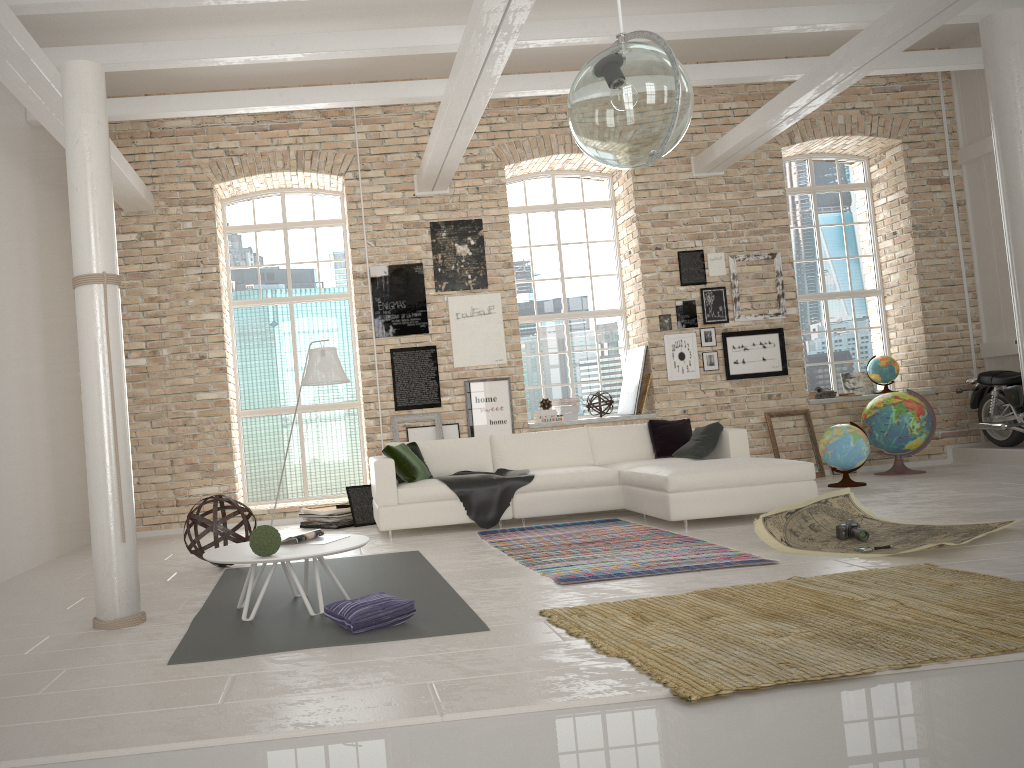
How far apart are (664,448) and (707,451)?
0.5 meters

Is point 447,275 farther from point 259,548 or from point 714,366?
point 259,548

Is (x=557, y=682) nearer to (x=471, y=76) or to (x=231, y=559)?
(x=231, y=559)

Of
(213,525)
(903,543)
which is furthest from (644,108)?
(213,525)

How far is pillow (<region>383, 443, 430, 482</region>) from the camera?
7.6m

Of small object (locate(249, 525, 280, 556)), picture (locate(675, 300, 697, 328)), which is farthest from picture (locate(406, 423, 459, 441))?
small object (locate(249, 525, 280, 556))

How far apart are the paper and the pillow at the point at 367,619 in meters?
2.5 m

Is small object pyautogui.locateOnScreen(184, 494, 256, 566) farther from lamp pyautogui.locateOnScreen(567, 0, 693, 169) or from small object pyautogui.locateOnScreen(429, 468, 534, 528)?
lamp pyautogui.locateOnScreen(567, 0, 693, 169)

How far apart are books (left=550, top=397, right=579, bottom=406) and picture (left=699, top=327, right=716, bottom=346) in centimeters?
157cm

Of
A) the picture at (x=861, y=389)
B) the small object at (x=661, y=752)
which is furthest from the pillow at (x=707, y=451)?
the small object at (x=661, y=752)
